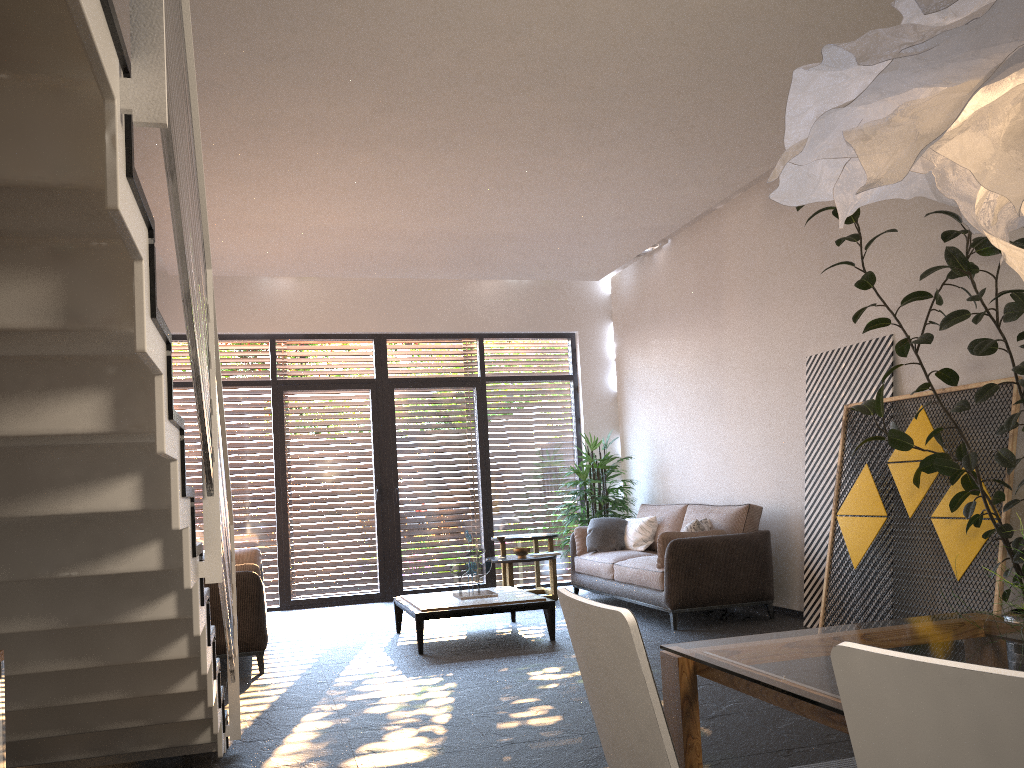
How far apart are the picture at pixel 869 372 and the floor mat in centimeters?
303cm

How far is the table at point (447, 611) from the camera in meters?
6.3 m

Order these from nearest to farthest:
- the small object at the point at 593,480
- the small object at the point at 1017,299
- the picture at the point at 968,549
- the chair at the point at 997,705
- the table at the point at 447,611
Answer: the chair at the point at 997,705
the small object at the point at 1017,299
the picture at the point at 968,549
the table at the point at 447,611
the small object at the point at 593,480

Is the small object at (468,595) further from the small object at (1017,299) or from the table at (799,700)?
the table at (799,700)

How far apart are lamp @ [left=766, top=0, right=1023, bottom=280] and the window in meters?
7.9

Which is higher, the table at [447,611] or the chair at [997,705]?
the chair at [997,705]

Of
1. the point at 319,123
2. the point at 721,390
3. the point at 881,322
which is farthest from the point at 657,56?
the point at 721,390

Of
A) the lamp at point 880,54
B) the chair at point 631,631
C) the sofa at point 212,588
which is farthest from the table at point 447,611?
the lamp at point 880,54

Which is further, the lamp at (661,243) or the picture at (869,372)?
the lamp at (661,243)

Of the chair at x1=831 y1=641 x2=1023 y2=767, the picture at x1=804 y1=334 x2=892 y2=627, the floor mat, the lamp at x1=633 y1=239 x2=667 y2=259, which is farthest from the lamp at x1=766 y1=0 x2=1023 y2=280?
the lamp at x1=633 y1=239 x2=667 y2=259
